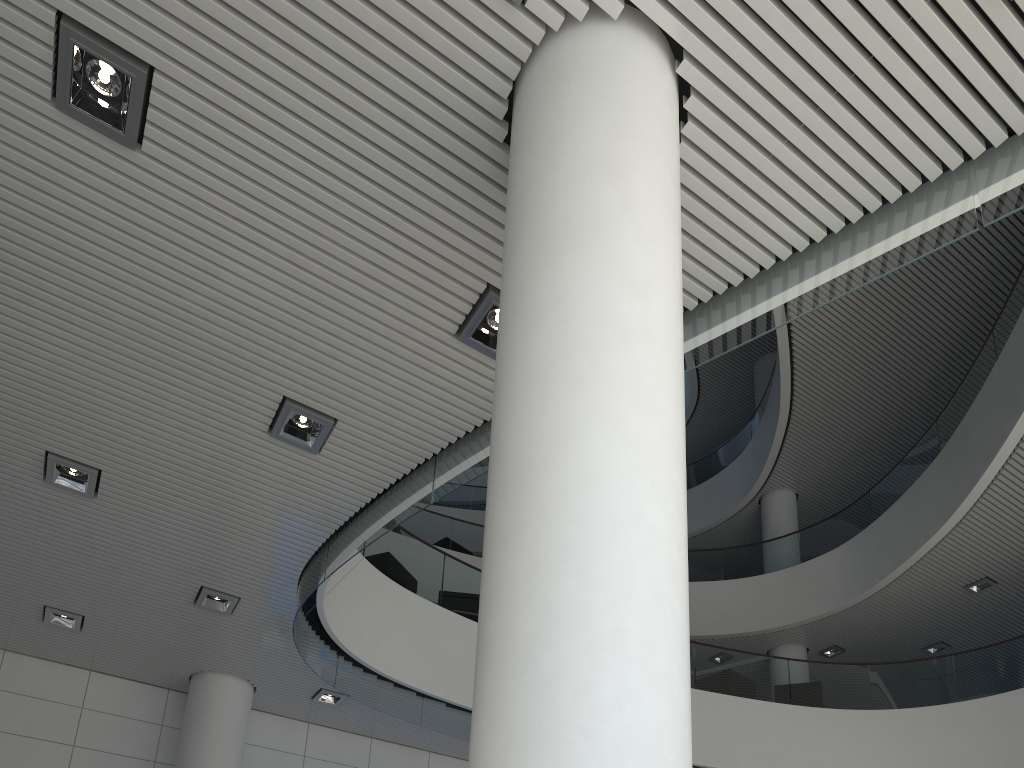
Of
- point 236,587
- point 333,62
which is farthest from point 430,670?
point 333,62
